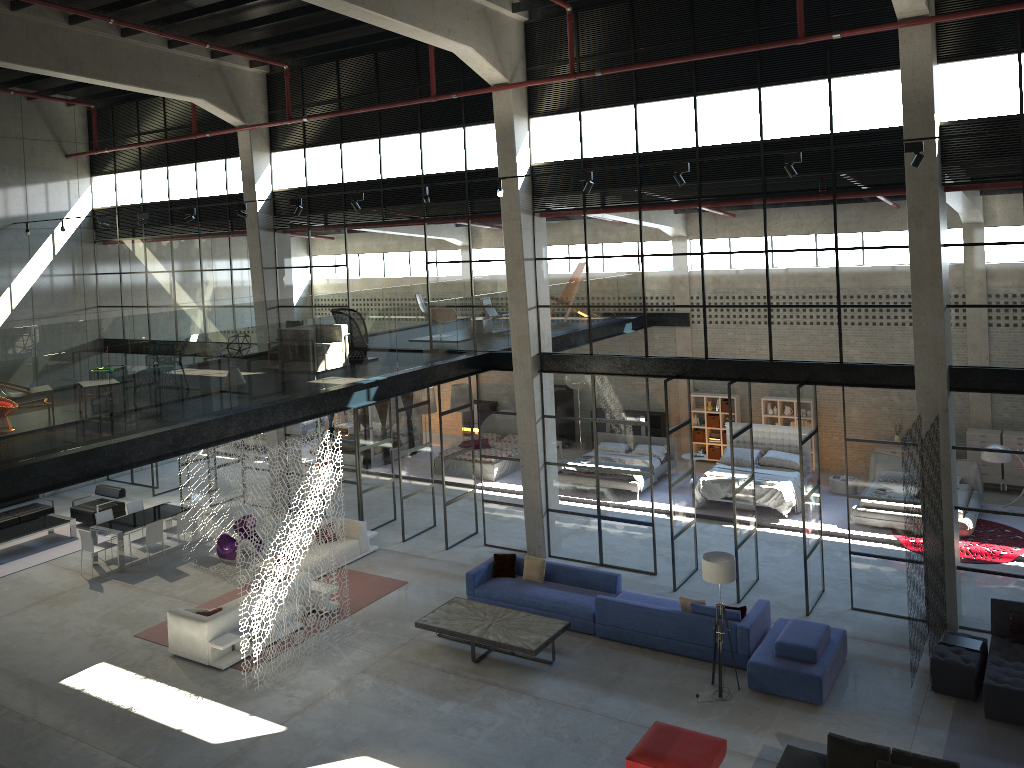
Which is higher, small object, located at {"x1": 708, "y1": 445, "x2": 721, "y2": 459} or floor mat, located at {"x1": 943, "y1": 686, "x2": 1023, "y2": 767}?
small object, located at {"x1": 708, "y1": 445, "x2": 721, "y2": 459}

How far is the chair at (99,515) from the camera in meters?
18.2

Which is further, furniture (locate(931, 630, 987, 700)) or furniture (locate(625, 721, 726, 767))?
furniture (locate(931, 630, 987, 700))

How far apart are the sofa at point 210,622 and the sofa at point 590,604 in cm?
374

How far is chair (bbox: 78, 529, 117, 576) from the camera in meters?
17.1

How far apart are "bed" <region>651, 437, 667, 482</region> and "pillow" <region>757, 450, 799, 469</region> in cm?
245

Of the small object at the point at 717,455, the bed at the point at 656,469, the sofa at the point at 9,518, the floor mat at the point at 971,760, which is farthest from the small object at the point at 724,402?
the sofa at the point at 9,518

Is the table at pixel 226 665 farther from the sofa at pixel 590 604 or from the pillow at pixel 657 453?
the pillow at pixel 657 453

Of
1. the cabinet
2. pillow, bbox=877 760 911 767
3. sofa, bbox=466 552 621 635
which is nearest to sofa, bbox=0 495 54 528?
sofa, bbox=466 552 621 635

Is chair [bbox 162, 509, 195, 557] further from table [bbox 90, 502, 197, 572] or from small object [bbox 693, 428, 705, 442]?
small object [bbox 693, 428, 705, 442]
